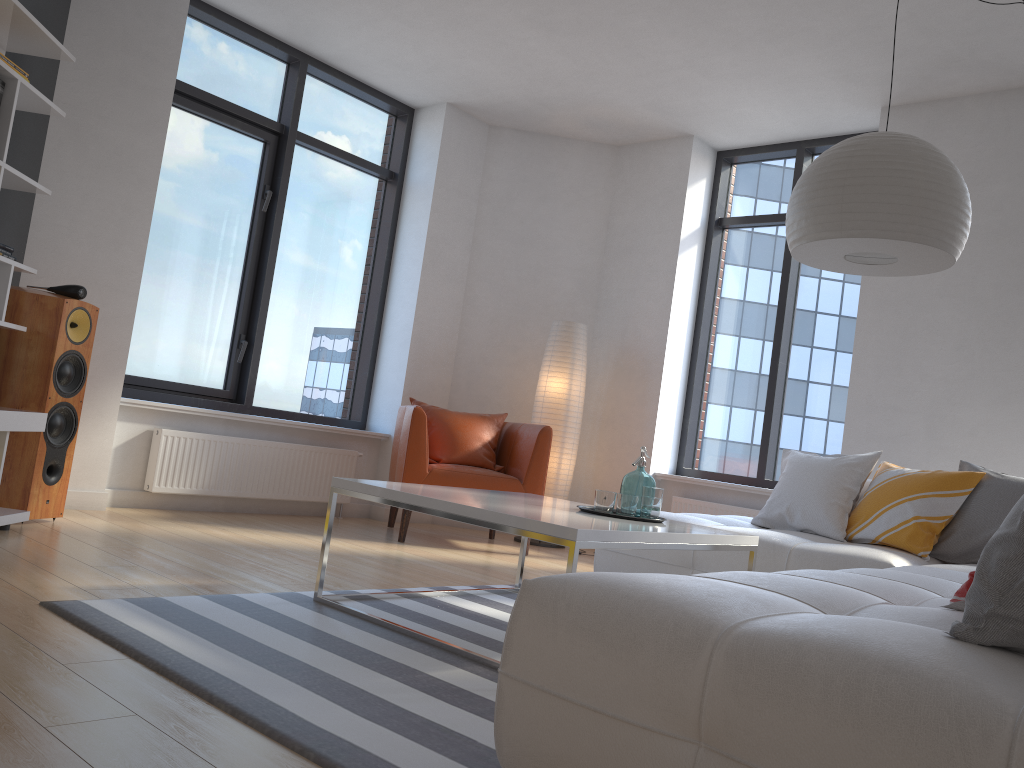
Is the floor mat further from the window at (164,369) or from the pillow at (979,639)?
A: the window at (164,369)

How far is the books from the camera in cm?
343

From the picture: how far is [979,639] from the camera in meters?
1.4 m

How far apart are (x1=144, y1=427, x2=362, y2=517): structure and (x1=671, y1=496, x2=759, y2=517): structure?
2.18m

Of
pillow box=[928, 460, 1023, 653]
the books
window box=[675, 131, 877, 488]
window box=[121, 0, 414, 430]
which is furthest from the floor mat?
window box=[675, 131, 877, 488]

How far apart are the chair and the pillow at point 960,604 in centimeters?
355cm

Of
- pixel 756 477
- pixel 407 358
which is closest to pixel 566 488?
pixel 756 477

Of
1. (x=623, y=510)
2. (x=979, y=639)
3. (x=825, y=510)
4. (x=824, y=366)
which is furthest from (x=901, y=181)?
(x=824, y=366)

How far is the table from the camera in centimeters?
247cm

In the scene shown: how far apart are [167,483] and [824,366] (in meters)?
4.17
